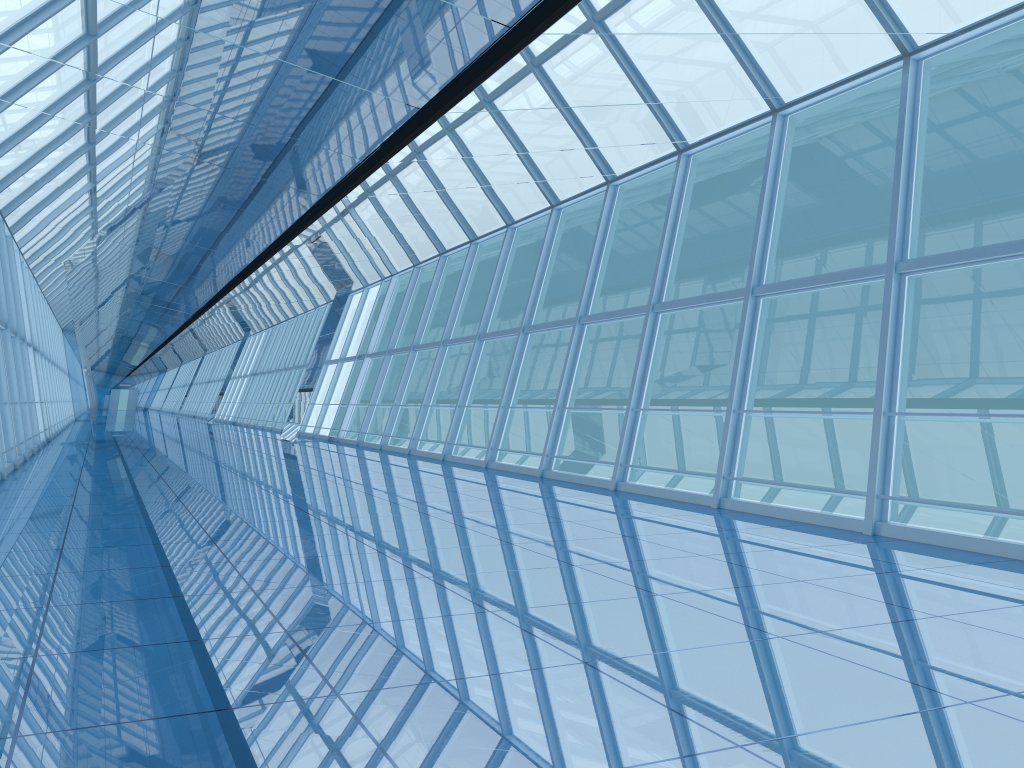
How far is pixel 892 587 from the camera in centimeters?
536cm
